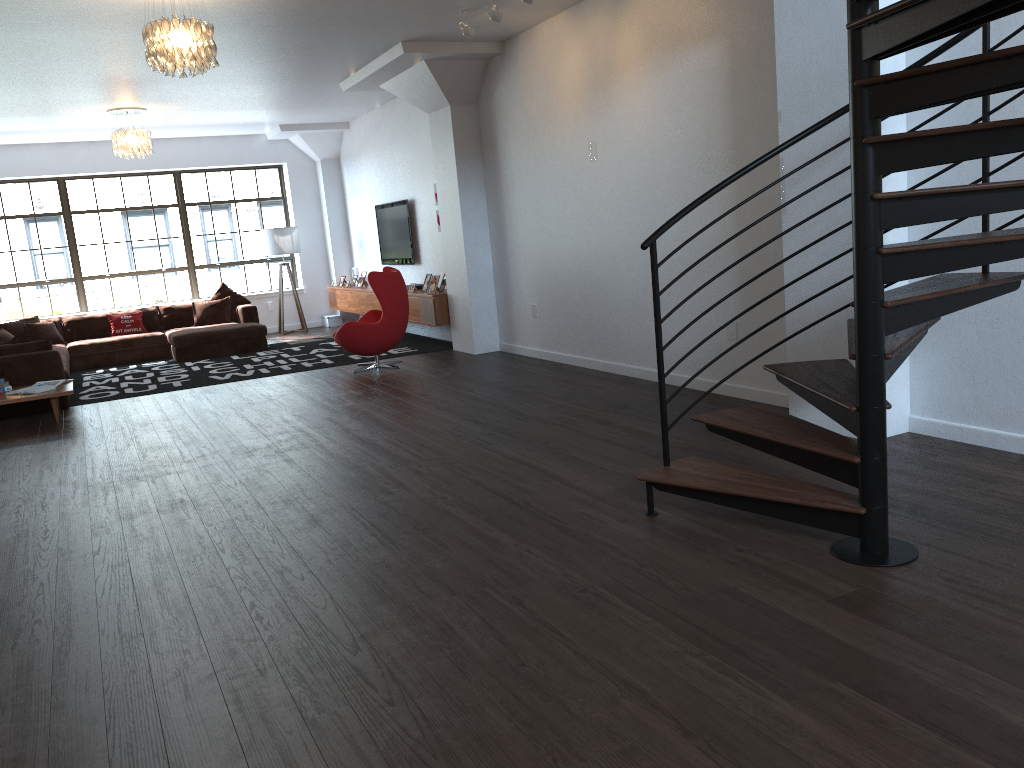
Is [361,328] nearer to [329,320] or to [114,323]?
[114,323]

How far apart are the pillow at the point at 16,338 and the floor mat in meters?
0.8

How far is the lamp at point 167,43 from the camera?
5.5m

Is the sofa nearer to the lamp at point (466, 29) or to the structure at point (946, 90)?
the lamp at point (466, 29)

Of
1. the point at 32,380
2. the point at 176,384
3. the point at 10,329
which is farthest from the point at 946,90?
the point at 10,329

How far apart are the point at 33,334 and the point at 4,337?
1.5 meters

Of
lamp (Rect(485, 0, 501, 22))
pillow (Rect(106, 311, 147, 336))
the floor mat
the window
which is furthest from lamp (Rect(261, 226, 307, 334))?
lamp (Rect(485, 0, 501, 22))

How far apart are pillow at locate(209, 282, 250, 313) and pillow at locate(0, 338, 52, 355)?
4.08m

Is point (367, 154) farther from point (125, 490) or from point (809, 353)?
point (809, 353)

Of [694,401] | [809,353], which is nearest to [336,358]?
[694,401]
